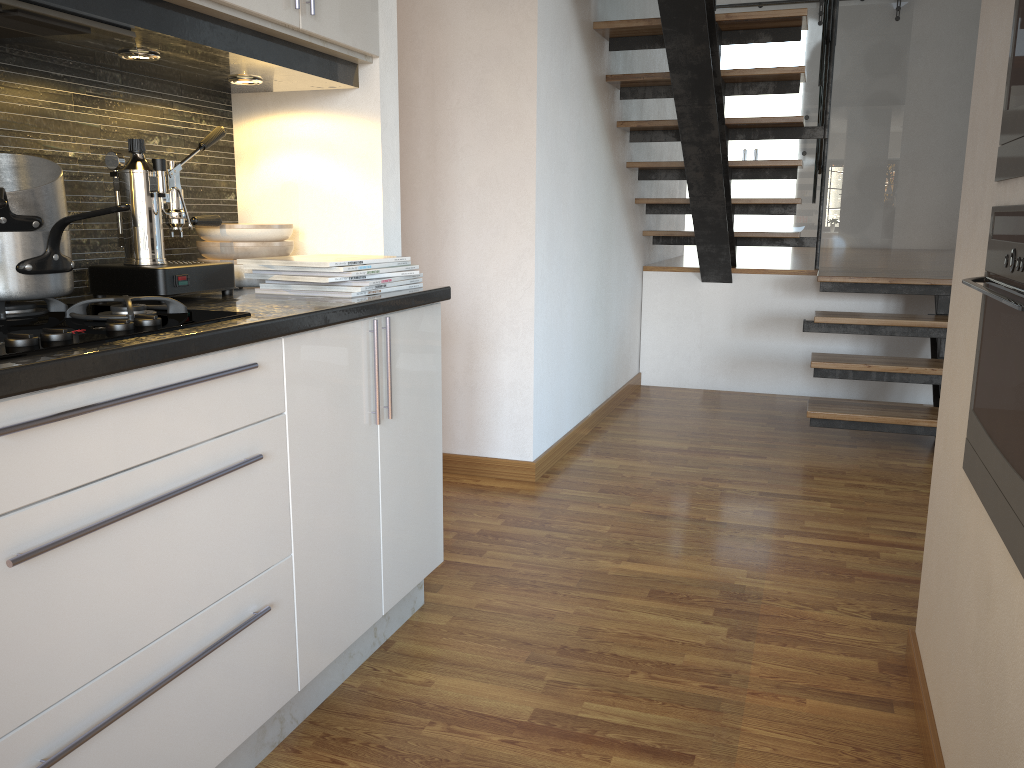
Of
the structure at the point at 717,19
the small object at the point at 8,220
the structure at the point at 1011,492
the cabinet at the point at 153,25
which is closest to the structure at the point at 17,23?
the cabinet at the point at 153,25

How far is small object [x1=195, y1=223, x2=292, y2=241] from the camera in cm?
206

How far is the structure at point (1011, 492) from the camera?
1.2 meters

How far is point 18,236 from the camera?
1.4m

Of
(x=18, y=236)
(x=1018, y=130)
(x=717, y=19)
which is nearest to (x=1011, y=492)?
(x=1018, y=130)

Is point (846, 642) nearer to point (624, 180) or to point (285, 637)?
point (285, 637)

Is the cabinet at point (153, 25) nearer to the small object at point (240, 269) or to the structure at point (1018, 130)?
the small object at point (240, 269)

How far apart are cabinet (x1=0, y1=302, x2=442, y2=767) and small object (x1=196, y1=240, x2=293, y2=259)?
0.4 meters

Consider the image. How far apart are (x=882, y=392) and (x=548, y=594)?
3.4 meters

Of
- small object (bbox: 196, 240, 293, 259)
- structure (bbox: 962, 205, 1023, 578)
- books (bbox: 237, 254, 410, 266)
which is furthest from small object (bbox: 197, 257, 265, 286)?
structure (bbox: 962, 205, 1023, 578)
